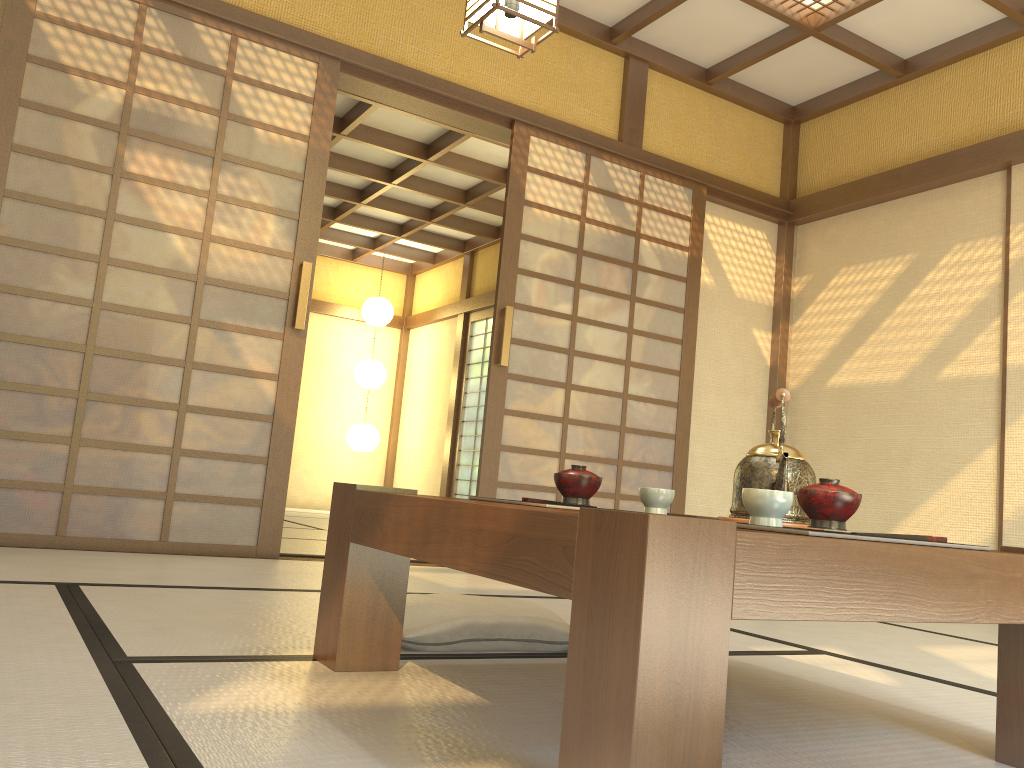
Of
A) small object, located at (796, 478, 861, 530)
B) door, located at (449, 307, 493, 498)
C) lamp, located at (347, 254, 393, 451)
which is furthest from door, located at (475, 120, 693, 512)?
lamp, located at (347, 254, 393, 451)

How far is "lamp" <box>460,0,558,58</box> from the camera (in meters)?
2.74

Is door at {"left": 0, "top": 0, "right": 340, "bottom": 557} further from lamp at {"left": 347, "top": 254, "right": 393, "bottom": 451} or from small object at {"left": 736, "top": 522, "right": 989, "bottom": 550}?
lamp at {"left": 347, "top": 254, "right": 393, "bottom": 451}

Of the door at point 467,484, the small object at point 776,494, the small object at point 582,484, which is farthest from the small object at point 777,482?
the door at point 467,484

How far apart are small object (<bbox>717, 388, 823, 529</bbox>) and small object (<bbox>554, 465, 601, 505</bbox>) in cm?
30

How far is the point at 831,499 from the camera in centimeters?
138cm

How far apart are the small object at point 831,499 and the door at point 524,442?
3.0 meters

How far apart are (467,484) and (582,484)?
7.21m

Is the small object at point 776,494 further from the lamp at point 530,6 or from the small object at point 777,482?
the lamp at point 530,6

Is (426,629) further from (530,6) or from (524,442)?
(524,442)
